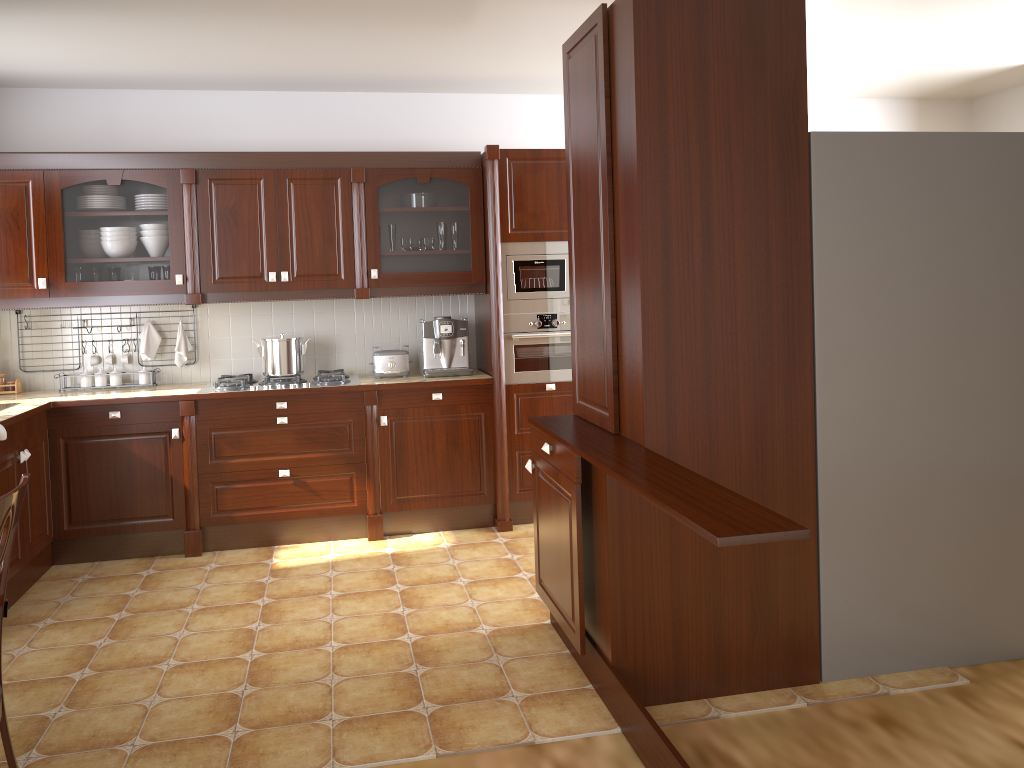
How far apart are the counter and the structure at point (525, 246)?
0.37m

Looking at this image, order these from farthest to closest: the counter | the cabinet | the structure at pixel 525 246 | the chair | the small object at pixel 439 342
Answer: the small object at pixel 439 342, the structure at pixel 525 246, the cabinet, the counter, the chair

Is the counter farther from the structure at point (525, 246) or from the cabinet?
the cabinet

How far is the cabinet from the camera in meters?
4.3 m

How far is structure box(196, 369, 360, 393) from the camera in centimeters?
455cm

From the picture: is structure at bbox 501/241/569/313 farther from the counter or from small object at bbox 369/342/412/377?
small object at bbox 369/342/412/377

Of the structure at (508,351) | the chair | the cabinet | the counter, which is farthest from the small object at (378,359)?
the chair

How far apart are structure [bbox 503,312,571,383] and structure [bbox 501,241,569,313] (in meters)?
0.03

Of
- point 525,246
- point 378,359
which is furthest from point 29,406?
point 525,246

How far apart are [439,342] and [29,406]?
2.0 meters
